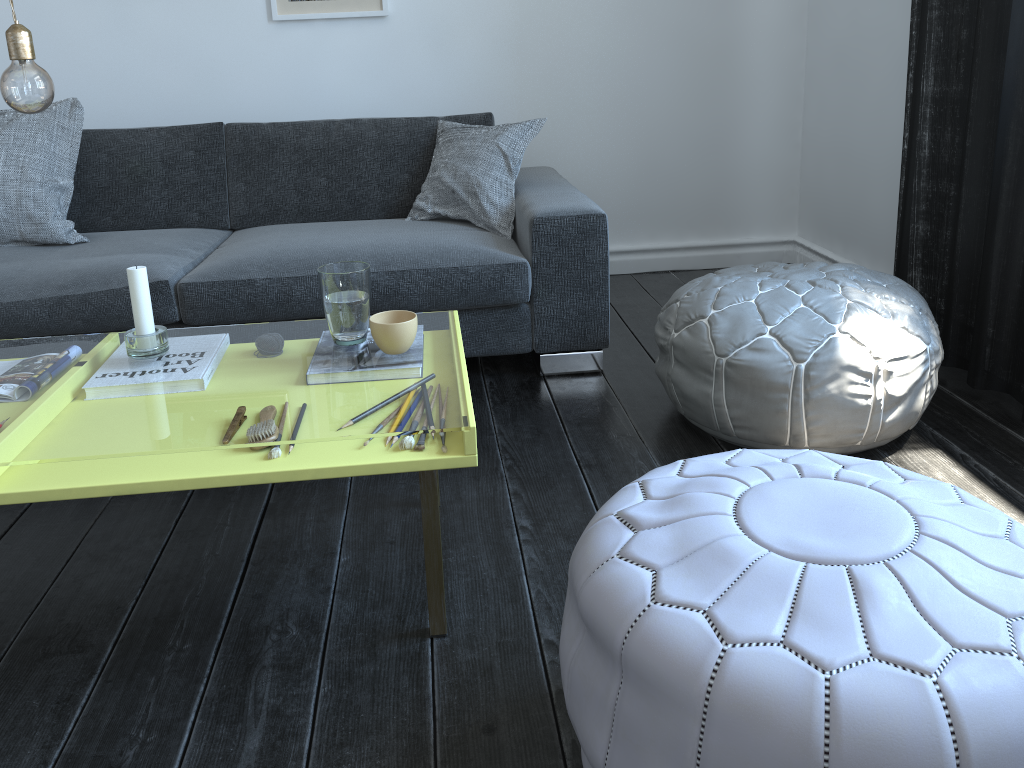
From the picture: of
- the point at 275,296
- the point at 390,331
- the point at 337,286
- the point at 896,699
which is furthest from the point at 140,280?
the point at 896,699

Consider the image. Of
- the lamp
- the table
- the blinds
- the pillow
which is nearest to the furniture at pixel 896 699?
the table

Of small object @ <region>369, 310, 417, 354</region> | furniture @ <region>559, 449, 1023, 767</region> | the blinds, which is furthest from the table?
the blinds

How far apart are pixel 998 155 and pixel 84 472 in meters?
2.1 m

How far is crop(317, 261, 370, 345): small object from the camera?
1.6 meters

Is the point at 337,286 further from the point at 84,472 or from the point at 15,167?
the point at 15,167

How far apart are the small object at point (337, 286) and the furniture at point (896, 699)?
0.7m

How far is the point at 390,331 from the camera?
1.56m

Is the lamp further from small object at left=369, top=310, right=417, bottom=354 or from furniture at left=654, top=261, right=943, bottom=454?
furniture at left=654, top=261, right=943, bottom=454

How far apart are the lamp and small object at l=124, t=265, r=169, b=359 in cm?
33
